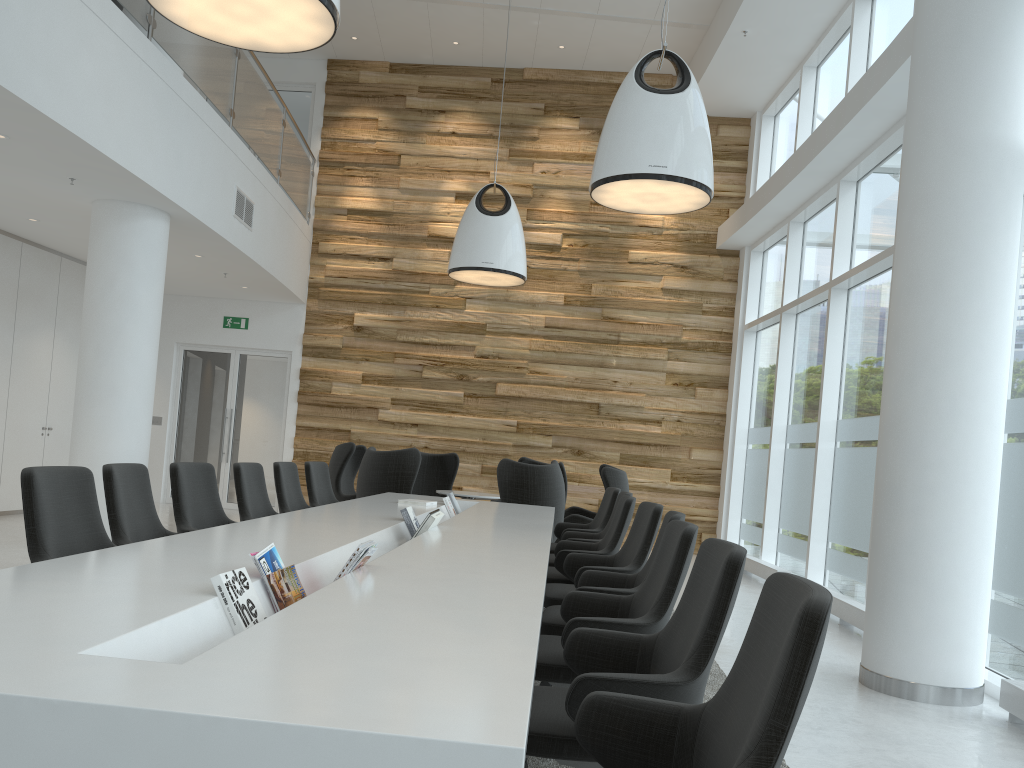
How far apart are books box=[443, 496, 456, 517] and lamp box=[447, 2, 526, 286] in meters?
3.4 m

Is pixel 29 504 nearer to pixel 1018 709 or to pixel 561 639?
pixel 561 639

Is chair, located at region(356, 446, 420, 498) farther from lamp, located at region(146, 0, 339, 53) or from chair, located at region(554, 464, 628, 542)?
lamp, located at region(146, 0, 339, 53)

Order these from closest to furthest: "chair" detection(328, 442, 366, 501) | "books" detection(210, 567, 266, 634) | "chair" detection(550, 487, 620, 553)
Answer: "books" detection(210, 567, 266, 634)
"chair" detection(550, 487, 620, 553)
"chair" detection(328, 442, 366, 501)

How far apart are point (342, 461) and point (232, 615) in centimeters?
731cm

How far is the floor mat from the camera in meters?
3.4 m

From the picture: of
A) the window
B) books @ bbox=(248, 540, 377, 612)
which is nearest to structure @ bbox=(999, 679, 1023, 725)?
the window

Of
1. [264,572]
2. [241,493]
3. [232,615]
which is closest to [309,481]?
[241,493]

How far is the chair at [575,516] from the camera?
9.3m

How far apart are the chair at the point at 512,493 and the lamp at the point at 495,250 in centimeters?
223cm
